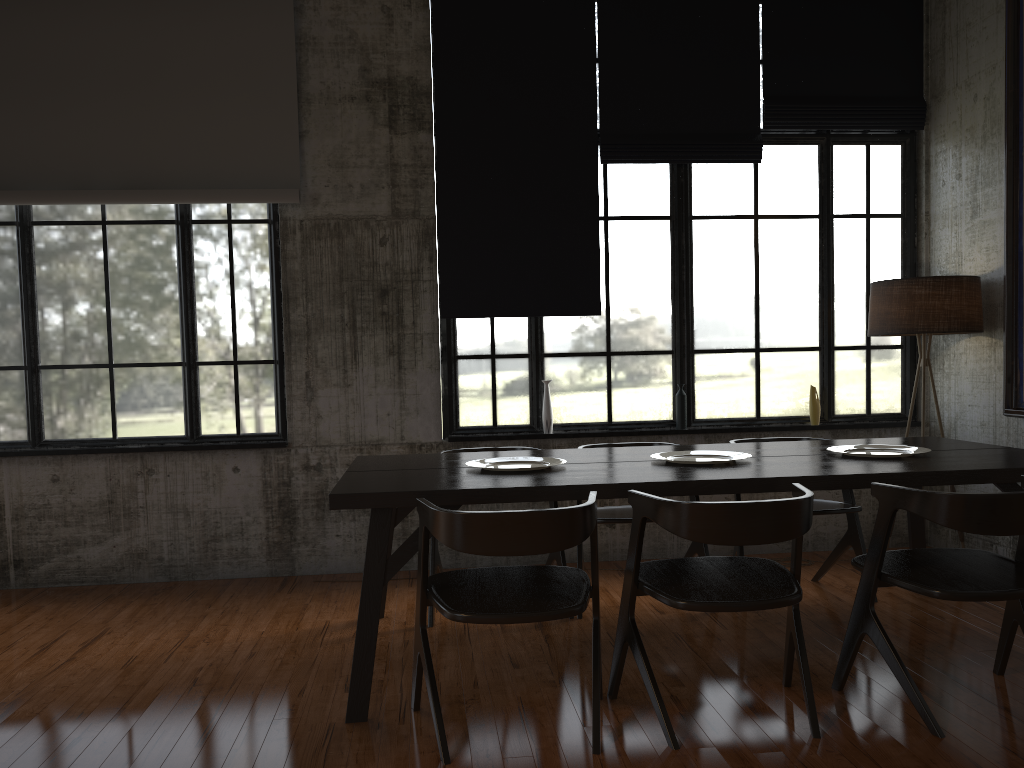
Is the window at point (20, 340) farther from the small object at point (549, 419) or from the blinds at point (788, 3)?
the blinds at point (788, 3)

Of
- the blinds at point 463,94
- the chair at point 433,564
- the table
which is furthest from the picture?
the chair at point 433,564

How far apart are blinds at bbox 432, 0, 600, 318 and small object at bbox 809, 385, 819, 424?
1.82m

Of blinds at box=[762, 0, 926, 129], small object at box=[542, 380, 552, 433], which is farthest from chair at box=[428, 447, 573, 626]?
blinds at box=[762, 0, 926, 129]

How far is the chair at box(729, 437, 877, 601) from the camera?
5.39m

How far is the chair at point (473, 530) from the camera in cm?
332

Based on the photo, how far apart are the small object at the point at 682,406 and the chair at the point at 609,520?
1.25m

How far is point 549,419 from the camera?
6.7m

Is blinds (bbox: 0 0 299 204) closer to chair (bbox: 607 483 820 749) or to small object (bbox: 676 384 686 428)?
small object (bbox: 676 384 686 428)

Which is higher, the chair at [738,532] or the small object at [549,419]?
the small object at [549,419]
